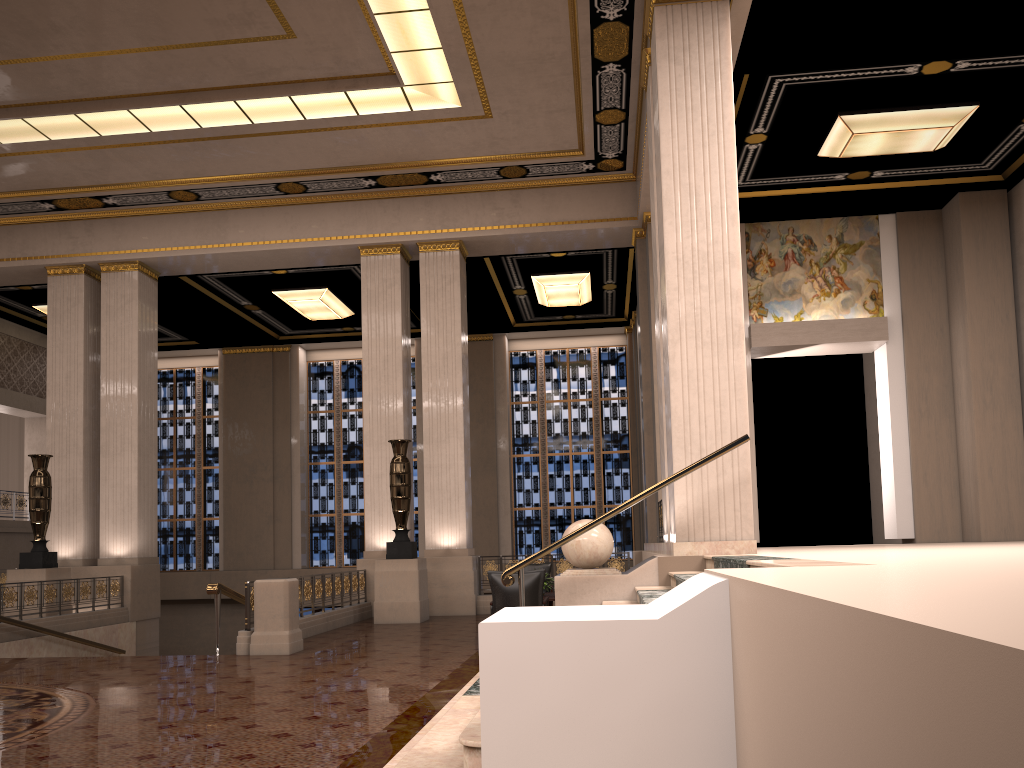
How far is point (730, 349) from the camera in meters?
8.2 m

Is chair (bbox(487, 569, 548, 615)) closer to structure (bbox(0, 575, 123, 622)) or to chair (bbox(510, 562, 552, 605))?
chair (bbox(510, 562, 552, 605))

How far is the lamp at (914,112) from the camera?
11.52m

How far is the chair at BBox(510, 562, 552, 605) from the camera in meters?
13.4 m

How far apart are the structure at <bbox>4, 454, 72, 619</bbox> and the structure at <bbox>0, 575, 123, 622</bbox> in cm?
58

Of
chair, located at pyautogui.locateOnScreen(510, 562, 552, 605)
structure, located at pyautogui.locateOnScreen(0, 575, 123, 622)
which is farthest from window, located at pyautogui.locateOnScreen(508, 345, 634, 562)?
structure, located at pyautogui.locateOnScreen(0, 575, 123, 622)

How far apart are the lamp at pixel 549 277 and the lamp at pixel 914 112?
6.05m

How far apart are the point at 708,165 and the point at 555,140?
5.9 meters

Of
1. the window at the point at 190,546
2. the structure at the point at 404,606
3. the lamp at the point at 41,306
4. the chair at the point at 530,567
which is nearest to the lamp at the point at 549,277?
the structure at the point at 404,606

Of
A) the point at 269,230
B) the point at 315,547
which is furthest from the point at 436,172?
the point at 315,547
